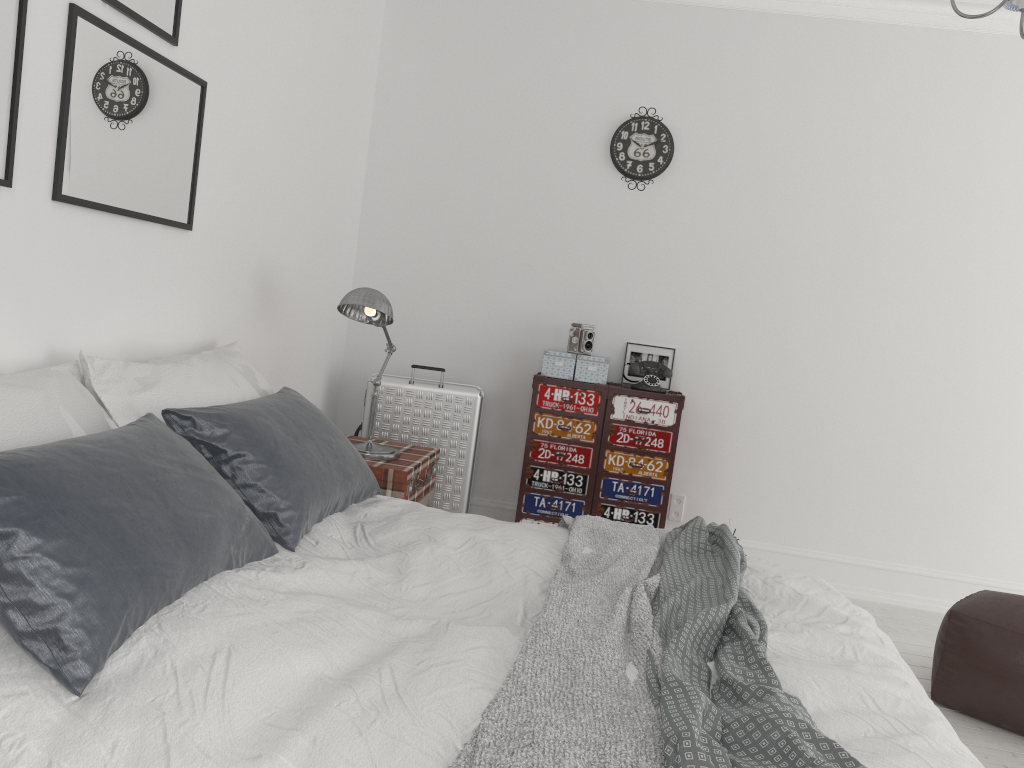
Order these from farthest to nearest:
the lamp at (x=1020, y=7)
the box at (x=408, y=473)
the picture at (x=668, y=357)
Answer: the picture at (x=668, y=357), the box at (x=408, y=473), the lamp at (x=1020, y=7)

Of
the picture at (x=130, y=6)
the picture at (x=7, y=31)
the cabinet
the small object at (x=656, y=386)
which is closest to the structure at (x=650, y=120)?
the small object at (x=656, y=386)

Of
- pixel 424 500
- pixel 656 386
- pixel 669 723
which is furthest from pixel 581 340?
pixel 669 723

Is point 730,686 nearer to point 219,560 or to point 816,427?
point 219,560

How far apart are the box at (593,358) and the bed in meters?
1.6

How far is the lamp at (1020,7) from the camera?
2.2 meters

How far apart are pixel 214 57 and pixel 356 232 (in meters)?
1.83

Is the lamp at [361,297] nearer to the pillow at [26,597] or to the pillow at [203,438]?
the pillow at [203,438]

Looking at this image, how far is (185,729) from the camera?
1.37m

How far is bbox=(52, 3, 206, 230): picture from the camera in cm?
226
